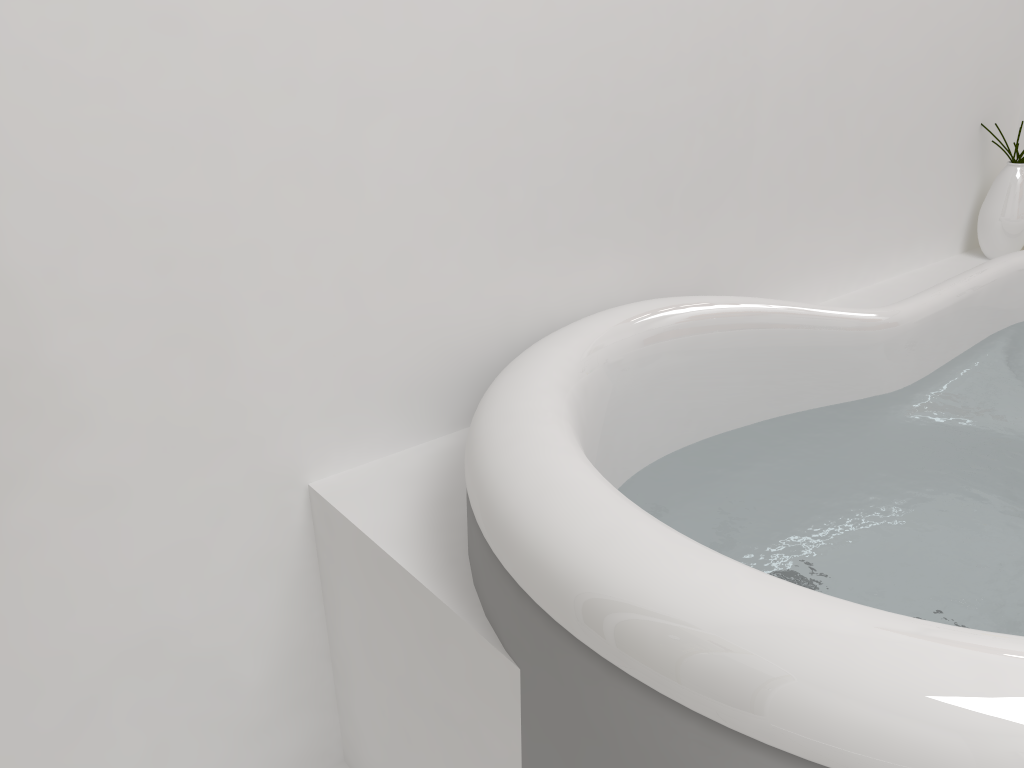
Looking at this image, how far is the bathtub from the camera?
0.62m

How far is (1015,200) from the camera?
2.0m

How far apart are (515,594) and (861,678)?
0.3 meters

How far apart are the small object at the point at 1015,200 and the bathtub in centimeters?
2cm

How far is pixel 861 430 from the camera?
1.4 meters

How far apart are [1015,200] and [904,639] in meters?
1.7

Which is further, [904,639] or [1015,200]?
[1015,200]

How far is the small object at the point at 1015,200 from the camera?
2.0 meters

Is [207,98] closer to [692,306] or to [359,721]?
[692,306]

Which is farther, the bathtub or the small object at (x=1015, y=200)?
the small object at (x=1015, y=200)
